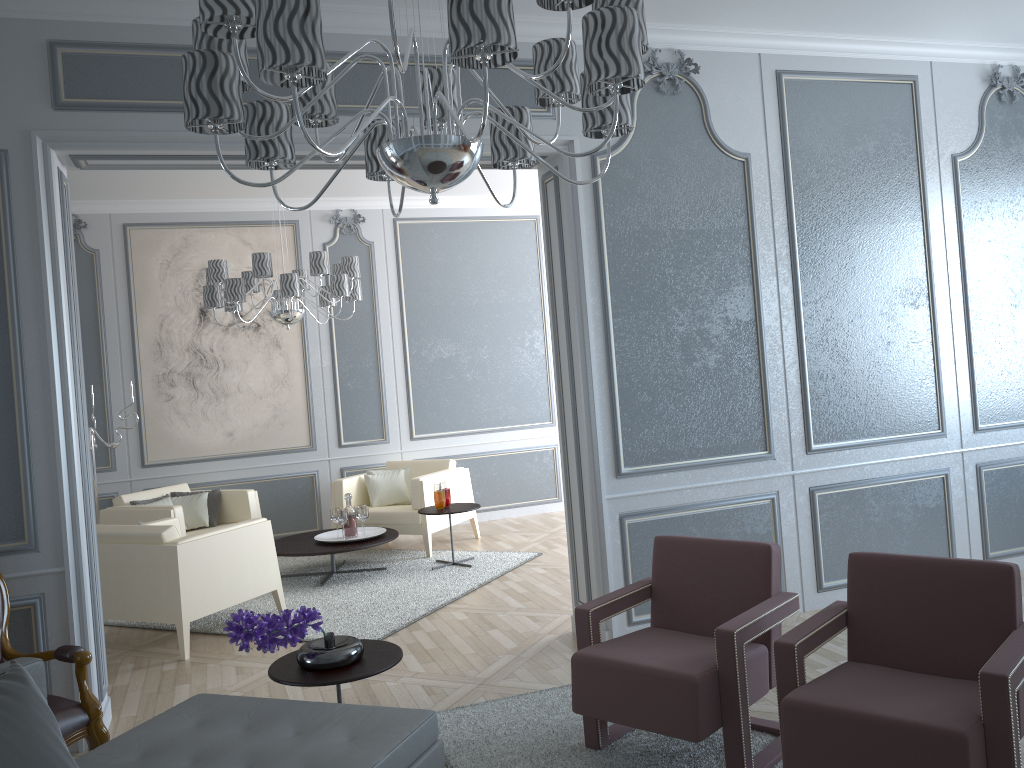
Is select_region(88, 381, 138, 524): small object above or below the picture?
below

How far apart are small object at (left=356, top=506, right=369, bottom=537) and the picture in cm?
146

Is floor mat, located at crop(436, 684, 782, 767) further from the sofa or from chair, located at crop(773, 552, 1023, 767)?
the sofa

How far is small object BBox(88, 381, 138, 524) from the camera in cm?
609

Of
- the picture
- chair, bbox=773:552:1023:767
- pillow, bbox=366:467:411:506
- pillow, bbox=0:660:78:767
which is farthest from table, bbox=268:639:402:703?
the picture

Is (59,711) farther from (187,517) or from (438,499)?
(187,517)

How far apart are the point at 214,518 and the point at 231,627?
3.9m

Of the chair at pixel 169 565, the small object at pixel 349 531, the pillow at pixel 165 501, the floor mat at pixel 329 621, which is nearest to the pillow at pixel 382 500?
the floor mat at pixel 329 621

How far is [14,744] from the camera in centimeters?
179cm

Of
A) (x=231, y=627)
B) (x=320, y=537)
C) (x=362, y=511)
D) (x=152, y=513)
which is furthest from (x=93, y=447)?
(x=231, y=627)
